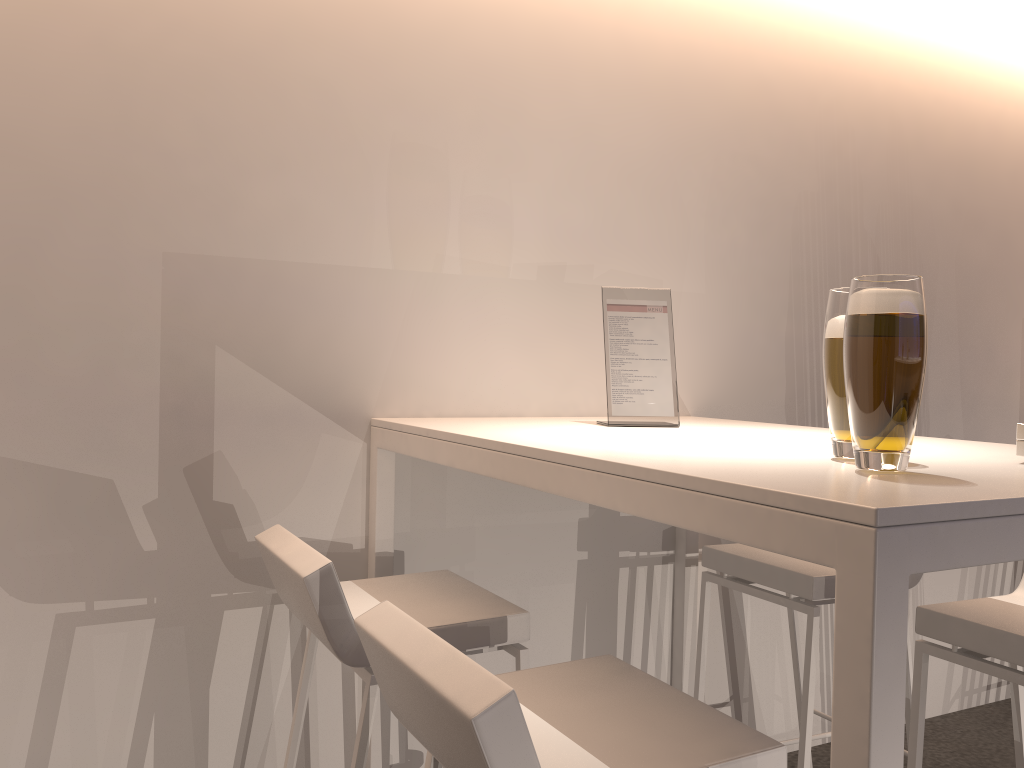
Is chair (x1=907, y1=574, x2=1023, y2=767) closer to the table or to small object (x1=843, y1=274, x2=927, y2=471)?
the table

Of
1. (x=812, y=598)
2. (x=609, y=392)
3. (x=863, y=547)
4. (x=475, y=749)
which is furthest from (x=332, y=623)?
(x=812, y=598)

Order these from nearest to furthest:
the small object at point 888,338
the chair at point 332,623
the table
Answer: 1. the table
2. the small object at point 888,338
3. the chair at point 332,623

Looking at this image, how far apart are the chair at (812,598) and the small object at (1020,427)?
0.8m

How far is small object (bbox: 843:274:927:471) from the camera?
1.1m

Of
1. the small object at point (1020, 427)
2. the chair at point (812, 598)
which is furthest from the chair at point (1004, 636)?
the small object at point (1020, 427)

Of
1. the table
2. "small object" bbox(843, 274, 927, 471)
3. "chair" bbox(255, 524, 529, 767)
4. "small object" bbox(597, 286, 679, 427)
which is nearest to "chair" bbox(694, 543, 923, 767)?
the table

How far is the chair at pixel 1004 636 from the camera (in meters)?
1.66

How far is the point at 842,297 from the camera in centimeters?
134cm

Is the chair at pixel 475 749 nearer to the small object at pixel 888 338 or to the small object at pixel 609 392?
the small object at pixel 888 338
